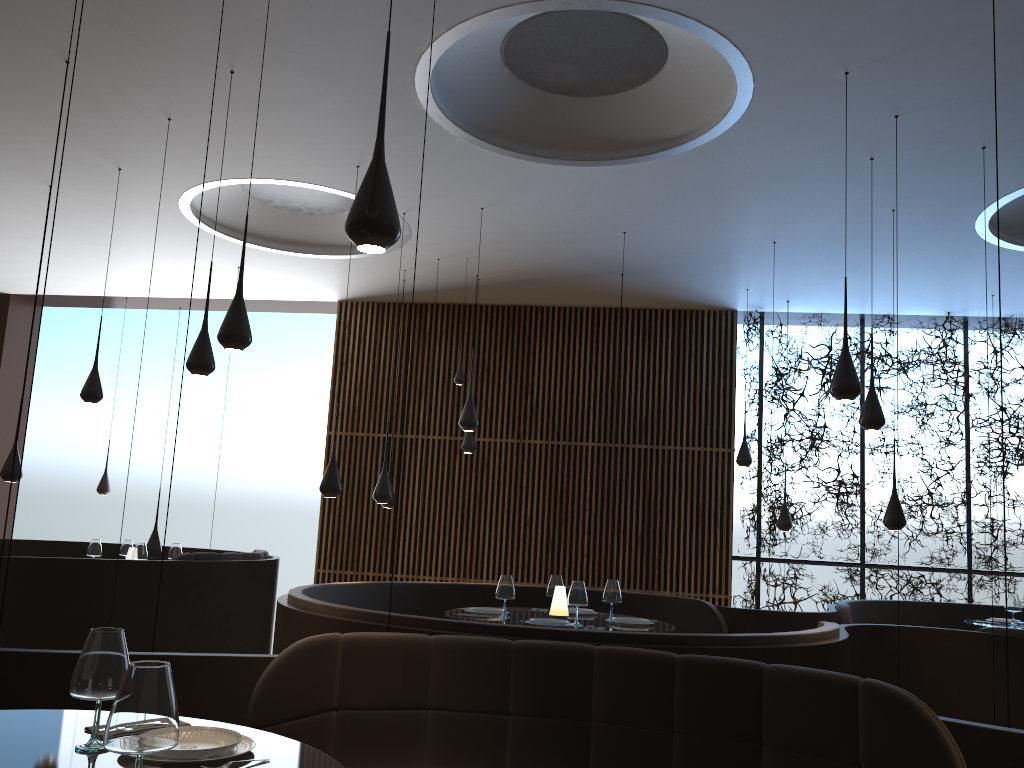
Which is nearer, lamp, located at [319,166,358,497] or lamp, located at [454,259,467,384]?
lamp, located at [319,166,358,497]

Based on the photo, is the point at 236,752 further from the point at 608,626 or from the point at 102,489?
the point at 102,489

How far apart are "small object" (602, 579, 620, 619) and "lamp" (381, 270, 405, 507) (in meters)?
4.57

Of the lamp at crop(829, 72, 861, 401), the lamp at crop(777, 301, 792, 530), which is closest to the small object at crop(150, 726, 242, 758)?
the lamp at crop(829, 72, 861, 401)

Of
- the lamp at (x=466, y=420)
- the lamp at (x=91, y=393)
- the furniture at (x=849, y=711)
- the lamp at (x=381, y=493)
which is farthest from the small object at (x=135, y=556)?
the furniture at (x=849, y=711)

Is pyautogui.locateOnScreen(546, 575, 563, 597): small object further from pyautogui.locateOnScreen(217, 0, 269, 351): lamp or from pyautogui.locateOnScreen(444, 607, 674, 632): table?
pyautogui.locateOnScreen(217, 0, 269, 351): lamp

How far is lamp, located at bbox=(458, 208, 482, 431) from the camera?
8.4 meters

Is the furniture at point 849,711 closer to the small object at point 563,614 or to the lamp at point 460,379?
the small object at point 563,614

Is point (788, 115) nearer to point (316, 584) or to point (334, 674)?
point (316, 584)

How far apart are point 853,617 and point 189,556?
6.6m
